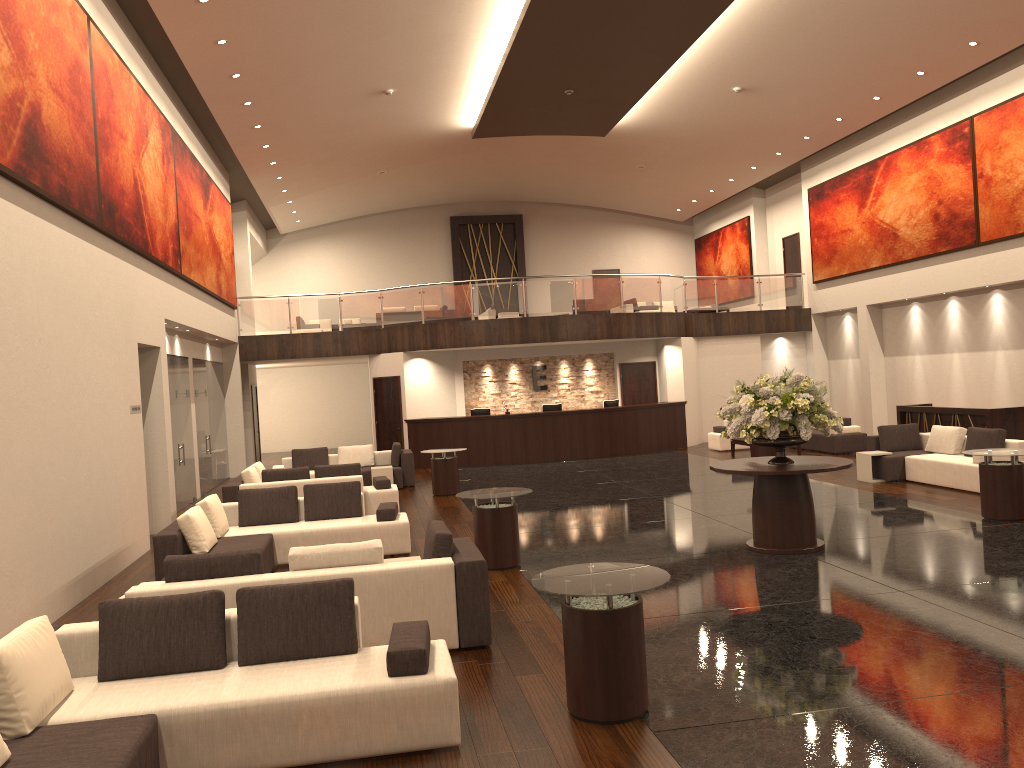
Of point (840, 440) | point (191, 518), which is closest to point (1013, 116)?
point (840, 440)

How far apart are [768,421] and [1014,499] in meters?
3.6

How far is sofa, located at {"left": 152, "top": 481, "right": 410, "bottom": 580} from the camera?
9.0 meters

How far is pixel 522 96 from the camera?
18.13m

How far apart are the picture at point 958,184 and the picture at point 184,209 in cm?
1480

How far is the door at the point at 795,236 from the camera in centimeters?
2532cm

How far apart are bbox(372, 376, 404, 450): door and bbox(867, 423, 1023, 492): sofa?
10.90m

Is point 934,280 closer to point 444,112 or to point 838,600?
point 444,112

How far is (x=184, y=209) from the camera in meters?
15.4 m

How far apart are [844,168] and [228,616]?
20.4 meters
